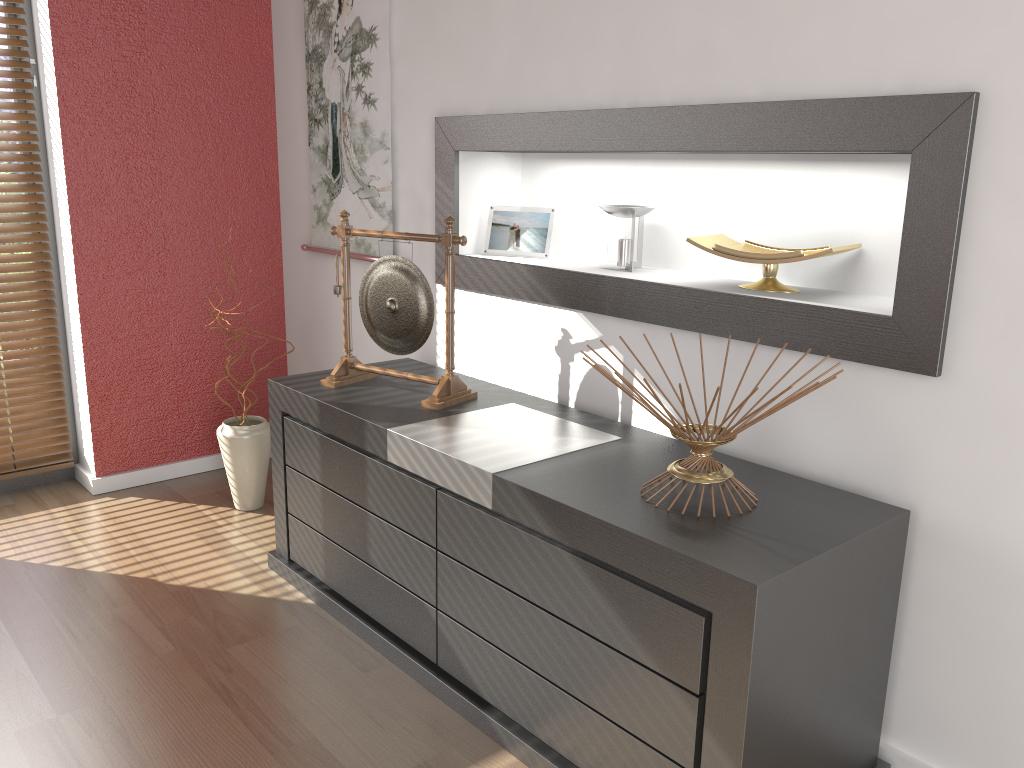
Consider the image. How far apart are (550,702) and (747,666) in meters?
0.5 m

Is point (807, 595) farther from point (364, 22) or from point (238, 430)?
point (364, 22)

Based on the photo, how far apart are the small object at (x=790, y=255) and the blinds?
2.4m

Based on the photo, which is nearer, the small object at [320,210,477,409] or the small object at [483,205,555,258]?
the small object at [320,210,477,409]

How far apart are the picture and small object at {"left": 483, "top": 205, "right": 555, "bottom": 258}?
0.4 meters

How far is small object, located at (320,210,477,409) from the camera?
2.4m

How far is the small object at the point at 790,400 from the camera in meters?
1.6 m

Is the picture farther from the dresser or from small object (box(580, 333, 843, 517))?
small object (box(580, 333, 843, 517))

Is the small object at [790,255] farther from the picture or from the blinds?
the blinds

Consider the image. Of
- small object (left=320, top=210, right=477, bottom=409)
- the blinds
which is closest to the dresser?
small object (left=320, top=210, right=477, bottom=409)
